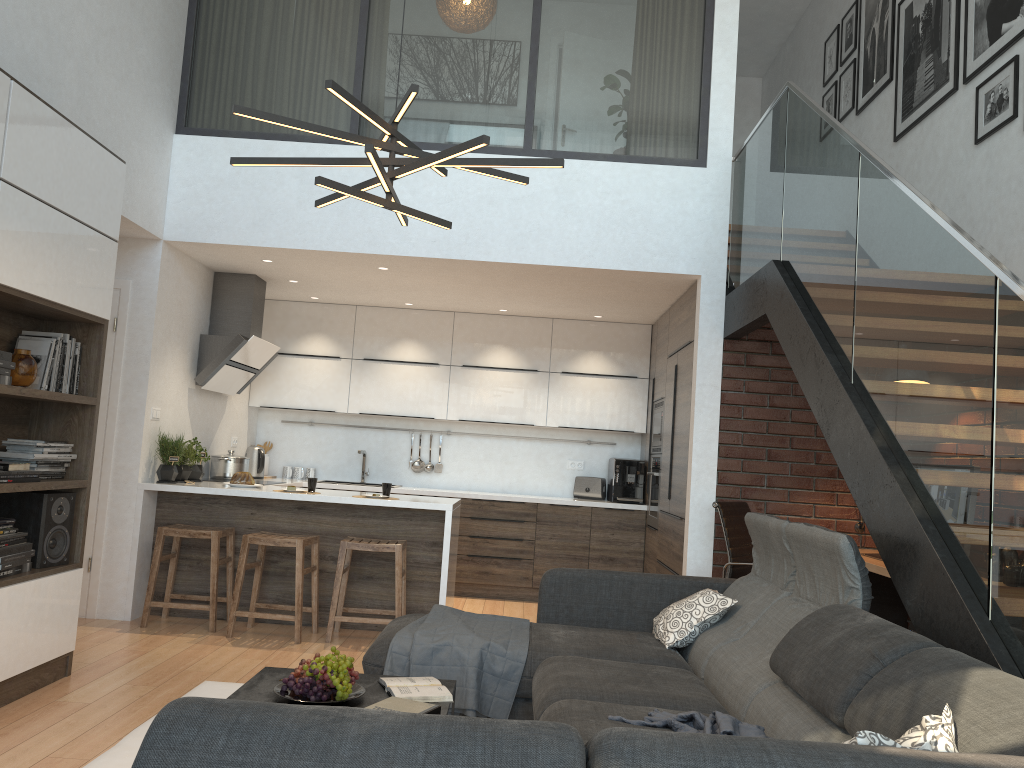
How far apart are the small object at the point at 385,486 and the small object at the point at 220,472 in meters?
1.6

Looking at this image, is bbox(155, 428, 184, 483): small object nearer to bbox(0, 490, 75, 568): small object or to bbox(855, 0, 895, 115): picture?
bbox(0, 490, 75, 568): small object

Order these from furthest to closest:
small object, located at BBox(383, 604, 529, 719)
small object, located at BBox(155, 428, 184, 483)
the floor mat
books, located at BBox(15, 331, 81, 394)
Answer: small object, located at BBox(155, 428, 184, 483), books, located at BBox(15, 331, 81, 394), small object, located at BBox(383, 604, 529, 719), the floor mat

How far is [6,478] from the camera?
3.6 meters

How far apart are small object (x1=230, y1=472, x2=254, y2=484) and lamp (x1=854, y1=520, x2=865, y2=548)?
3.9m

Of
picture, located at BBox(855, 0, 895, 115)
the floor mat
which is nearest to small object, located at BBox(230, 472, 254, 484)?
the floor mat

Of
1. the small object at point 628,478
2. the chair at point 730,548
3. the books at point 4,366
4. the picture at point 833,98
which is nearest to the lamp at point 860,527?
the chair at point 730,548

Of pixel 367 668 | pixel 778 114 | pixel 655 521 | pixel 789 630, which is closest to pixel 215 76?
pixel 778 114

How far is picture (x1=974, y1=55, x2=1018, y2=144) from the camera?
4.6 meters

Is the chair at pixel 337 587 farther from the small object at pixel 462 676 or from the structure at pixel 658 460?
the structure at pixel 658 460
